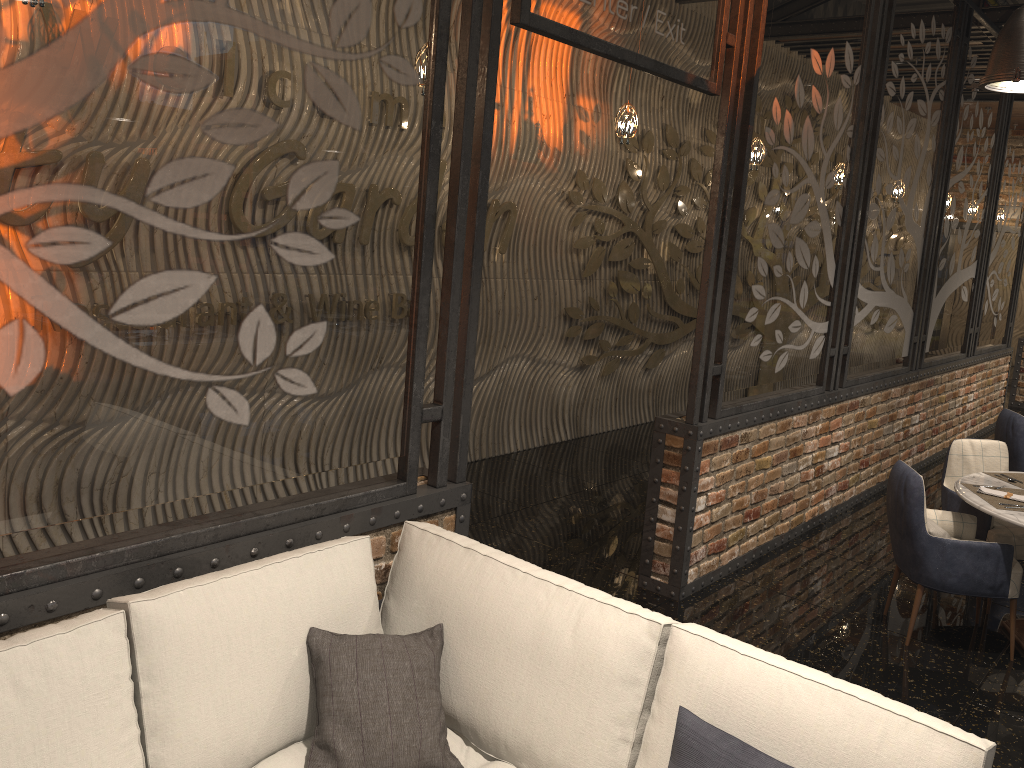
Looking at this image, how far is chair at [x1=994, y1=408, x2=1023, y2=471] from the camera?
6.3m

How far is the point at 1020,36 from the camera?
3.2m

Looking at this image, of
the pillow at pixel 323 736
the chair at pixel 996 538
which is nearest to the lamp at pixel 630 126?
the chair at pixel 996 538

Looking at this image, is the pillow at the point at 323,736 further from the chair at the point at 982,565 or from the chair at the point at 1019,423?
the chair at the point at 1019,423

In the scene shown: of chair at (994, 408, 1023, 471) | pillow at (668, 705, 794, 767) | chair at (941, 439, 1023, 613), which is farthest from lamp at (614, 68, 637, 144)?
pillow at (668, 705, 794, 767)

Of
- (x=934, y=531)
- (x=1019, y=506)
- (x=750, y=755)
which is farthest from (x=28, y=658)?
(x=1019, y=506)

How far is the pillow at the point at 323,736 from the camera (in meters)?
2.27

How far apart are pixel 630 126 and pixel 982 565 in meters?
3.3

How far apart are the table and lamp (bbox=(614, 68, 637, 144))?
2.9m

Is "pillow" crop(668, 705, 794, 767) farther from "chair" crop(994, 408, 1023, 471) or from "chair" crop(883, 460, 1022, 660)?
"chair" crop(994, 408, 1023, 471)
